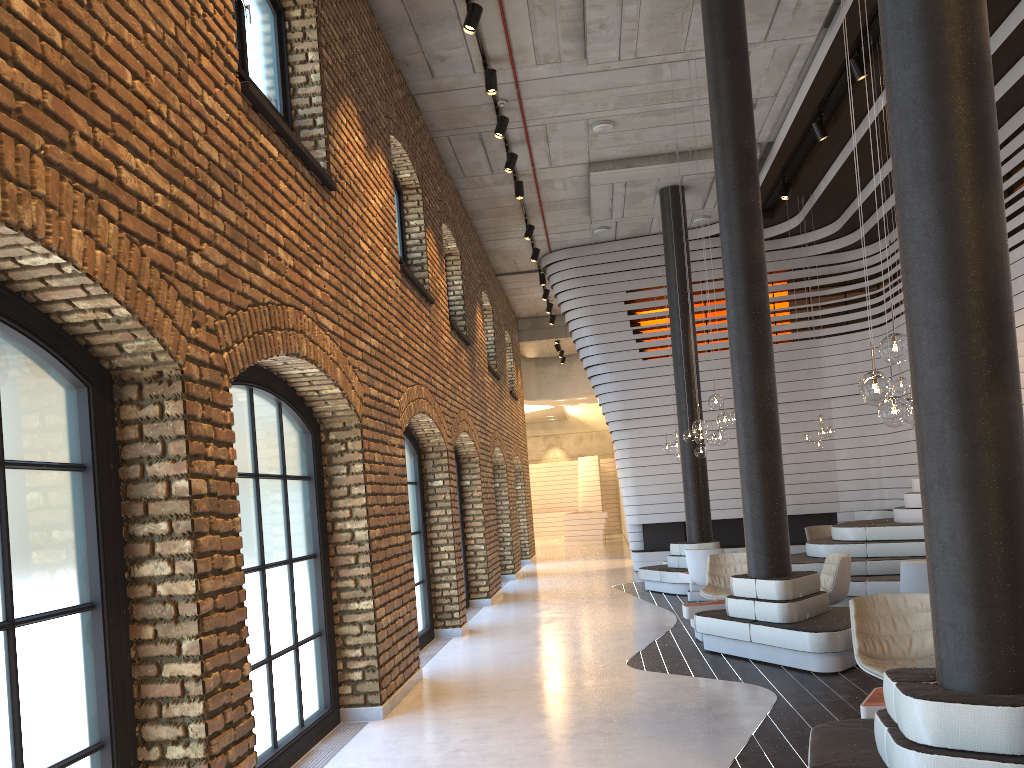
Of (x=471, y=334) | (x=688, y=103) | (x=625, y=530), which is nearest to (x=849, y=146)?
(x=688, y=103)

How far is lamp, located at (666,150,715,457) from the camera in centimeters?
1171cm

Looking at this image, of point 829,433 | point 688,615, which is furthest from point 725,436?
point 829,433

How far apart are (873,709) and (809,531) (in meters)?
9.92

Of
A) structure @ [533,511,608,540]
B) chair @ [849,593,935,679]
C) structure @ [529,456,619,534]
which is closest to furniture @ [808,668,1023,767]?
chair @ [849,593,935,679]

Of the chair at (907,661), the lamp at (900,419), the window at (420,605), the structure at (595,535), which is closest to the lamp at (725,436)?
the window at (420,605)

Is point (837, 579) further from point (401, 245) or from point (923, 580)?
point (401, 245)

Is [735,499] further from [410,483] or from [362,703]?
[362,703]

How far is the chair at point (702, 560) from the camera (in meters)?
10.75

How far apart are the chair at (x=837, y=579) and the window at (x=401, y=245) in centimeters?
553cm
